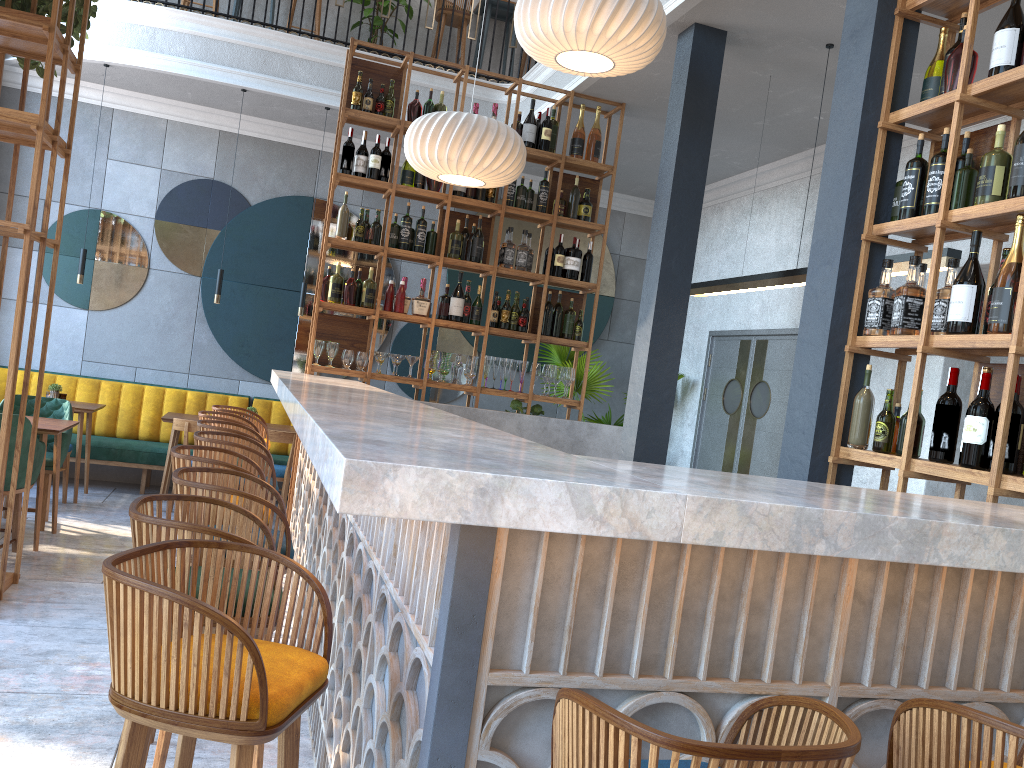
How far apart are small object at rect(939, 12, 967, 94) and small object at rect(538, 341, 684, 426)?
5.2 meters

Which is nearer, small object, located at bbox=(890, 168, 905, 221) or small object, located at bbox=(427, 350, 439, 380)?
small object, located at bbox=(890, 168, 905, 221)

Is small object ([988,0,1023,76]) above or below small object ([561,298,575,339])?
above

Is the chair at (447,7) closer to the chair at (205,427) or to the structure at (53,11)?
the structure at (53,11)

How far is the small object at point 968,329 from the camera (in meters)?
2.91

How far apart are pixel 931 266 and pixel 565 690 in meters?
2.4

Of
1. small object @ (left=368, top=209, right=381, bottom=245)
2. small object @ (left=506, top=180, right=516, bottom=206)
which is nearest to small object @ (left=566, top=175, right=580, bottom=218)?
small object @ (left=506, top=180, right=516, bottom=206)

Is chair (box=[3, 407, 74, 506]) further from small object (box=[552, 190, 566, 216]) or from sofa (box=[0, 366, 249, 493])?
small object (box=[552, 190, 566, 216])

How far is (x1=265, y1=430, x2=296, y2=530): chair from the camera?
6.9m

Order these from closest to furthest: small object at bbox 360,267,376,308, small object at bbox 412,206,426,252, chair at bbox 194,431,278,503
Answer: chair at bbox 194,431,278,503
small object at bbox 360,267,376,308
small object at bbox 412,206,426,252
